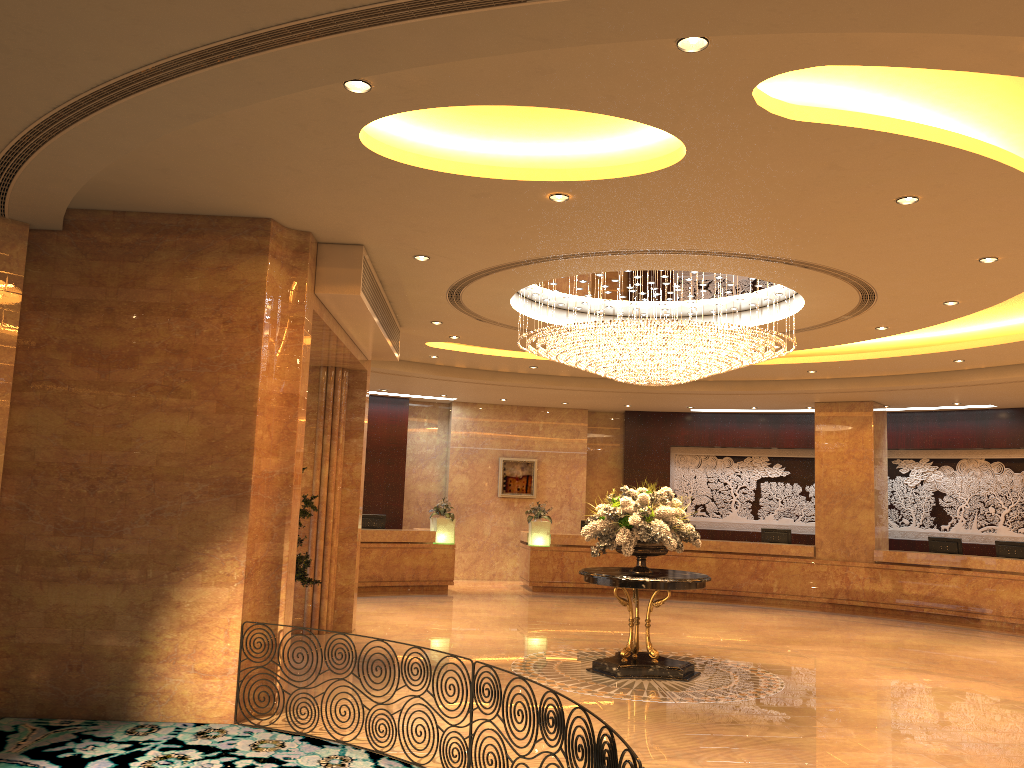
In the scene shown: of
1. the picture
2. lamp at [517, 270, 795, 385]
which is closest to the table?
lamp at [517, 270, 795, 385]

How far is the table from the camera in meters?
9.4 m

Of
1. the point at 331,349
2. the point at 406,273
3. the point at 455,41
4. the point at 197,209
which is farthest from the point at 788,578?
the point at 455,41

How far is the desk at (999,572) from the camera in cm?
1523

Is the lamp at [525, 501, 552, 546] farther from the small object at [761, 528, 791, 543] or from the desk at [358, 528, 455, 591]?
the small object at [761, 528, 791, 543]

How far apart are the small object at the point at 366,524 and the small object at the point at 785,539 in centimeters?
776cm

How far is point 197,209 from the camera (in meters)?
7.43

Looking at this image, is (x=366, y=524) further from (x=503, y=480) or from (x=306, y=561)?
(x=306, y=561)

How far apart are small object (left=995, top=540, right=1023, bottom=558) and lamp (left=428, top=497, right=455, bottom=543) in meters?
10.0

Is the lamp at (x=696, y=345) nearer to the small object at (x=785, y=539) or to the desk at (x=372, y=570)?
the desk at (x=372, y=570)
